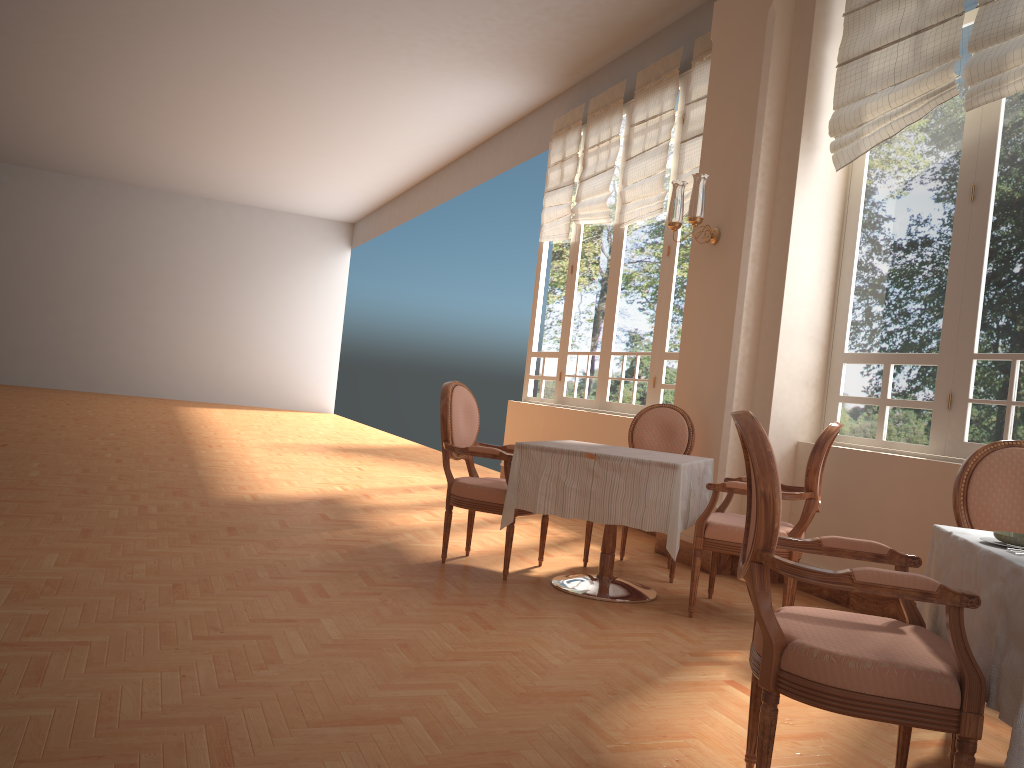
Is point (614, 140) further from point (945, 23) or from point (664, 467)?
point (664, 467)

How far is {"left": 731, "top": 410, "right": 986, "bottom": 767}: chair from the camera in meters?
1.8 m

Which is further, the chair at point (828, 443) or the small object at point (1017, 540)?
the chair at point (828, 443)

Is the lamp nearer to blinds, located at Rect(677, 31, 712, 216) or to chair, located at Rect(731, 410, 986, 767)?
blinds, located at Rect(677, 31, 712, 216)

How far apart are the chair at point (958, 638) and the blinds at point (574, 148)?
6.2 meters

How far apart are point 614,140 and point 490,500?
4.4m

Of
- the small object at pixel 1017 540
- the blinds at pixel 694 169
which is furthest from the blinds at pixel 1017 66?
the small object at pixel 1017 540

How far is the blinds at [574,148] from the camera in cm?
838

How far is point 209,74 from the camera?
9.78m

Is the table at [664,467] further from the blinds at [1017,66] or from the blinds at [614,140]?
the blinds at [614,140]
